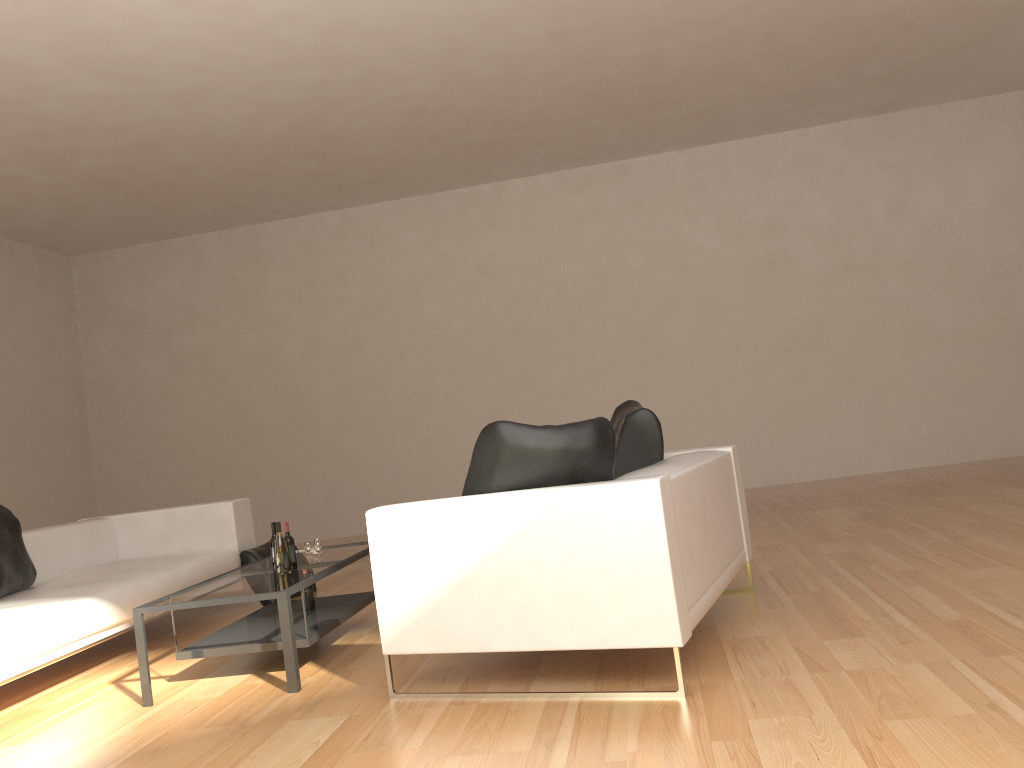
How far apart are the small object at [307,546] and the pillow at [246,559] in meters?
1.6 m

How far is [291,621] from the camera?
3.8 meters

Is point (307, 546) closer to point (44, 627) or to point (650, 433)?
point (44, 627)

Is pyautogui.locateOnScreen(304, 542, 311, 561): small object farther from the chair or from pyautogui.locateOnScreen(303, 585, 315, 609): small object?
the chair

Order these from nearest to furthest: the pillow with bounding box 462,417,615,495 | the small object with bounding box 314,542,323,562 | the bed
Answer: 1. the pillow with bounding box 462,417,615,495
2. the bed
3. the small object with bounding box 314,542,323,562

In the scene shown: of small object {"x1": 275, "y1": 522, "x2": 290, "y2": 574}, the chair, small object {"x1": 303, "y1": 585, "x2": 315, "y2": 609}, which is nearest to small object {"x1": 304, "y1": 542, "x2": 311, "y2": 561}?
small object {"x1": 303, "y1": 585, "x2": 315, "y2": 609}

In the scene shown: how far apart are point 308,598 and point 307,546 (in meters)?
0.29

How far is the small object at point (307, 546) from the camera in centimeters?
469cm

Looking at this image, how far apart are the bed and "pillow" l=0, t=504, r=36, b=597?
0.0 meters

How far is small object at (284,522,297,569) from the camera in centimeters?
445cm
